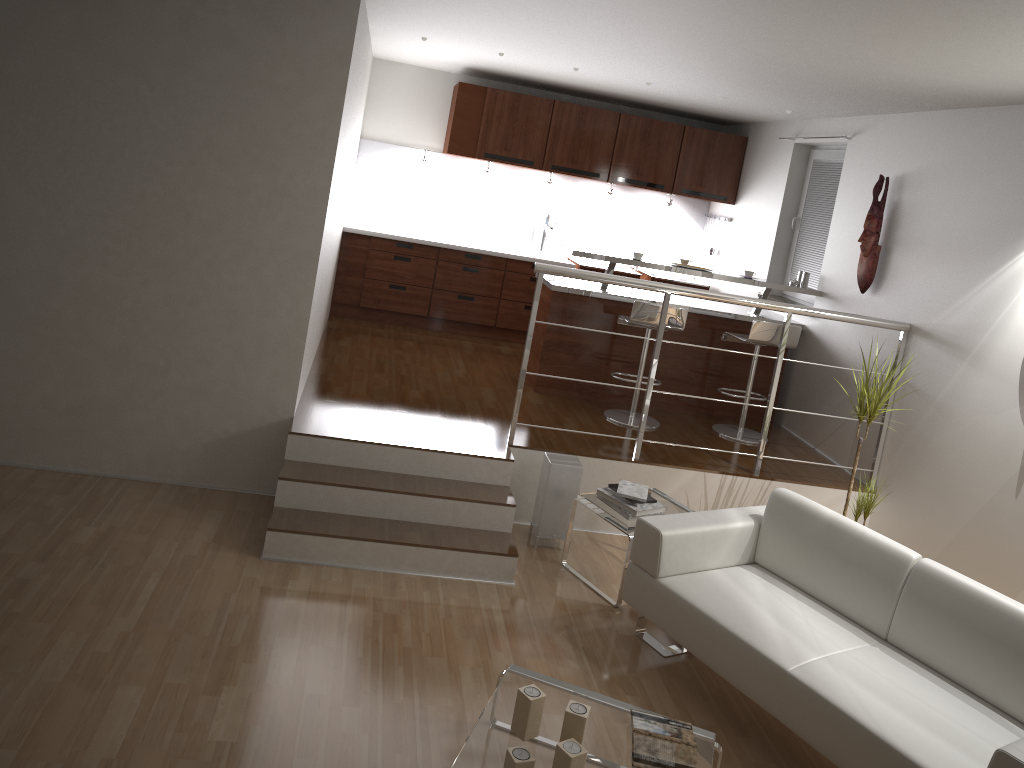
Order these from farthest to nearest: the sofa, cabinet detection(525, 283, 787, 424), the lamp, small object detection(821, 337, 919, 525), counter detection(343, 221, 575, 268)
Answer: counter detection(343, 221, 575, 268) < cabinet detection(525, 283, 787, 424) < the lamp < small object detection(821, 337, 919, 525) < the sofa

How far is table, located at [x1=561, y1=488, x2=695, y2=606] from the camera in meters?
4.4

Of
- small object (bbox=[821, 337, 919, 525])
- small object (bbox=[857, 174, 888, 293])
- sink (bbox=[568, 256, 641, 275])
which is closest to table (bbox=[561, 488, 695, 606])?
small object (bbox=[821, 337, 919, 525])

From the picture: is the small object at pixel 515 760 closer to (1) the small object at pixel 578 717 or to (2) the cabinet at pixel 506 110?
(1) the small object at pixel 578 717

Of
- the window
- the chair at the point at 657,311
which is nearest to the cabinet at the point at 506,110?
the window

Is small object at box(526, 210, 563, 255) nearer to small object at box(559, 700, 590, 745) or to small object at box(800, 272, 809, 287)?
small object at box(800, 272, 809, 287)

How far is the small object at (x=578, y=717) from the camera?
2.8 meters

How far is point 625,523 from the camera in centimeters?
440cm

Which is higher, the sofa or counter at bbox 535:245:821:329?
counter at bbox 535:245:821:329

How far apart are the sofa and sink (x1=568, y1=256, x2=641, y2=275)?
4.0m
